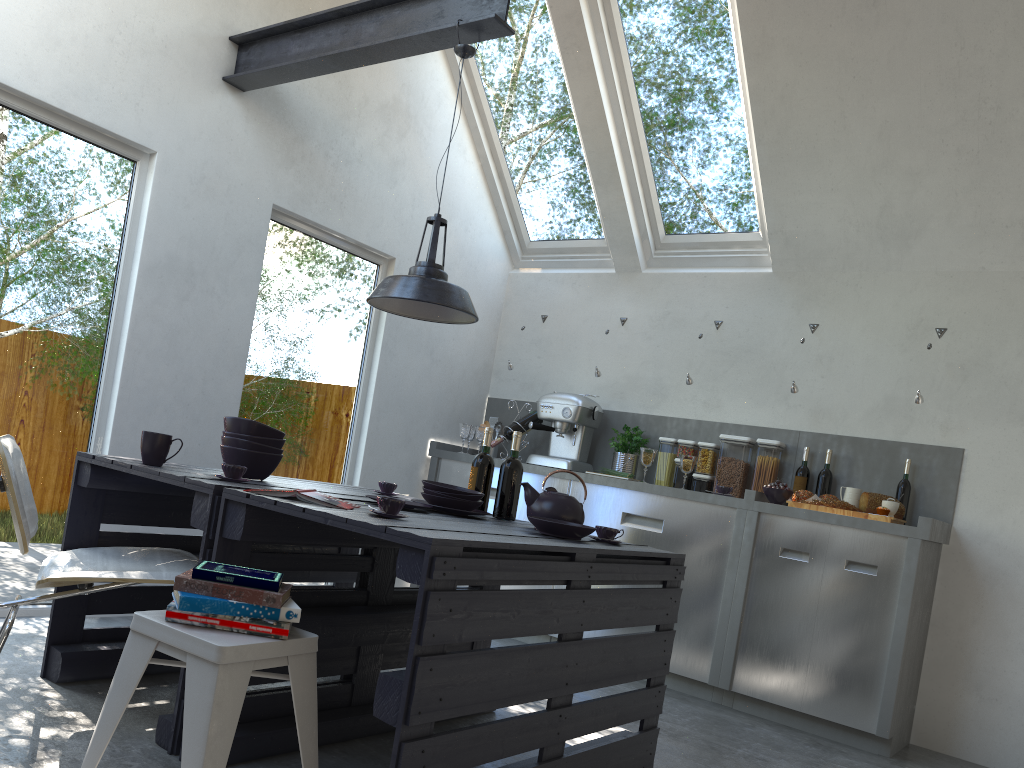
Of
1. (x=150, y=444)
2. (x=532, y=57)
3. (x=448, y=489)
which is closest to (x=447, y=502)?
(x=448, y=489)

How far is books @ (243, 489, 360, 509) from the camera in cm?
240

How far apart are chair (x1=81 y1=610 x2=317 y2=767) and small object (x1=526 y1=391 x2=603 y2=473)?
3.31m

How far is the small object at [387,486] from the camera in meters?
3.6 m

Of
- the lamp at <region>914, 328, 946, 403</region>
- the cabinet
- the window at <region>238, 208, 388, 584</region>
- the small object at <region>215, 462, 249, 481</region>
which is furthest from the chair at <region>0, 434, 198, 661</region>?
the lamp at <region>914, 328, 946, 403</region>

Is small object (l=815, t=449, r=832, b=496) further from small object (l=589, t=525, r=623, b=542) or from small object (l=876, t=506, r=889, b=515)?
small object (l=589, t=525, r=623, b=542)

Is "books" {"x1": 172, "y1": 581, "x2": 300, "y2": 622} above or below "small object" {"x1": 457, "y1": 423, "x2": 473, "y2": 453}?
below

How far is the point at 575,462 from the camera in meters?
5.3

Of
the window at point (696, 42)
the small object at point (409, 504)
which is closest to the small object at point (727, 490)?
the window at point (696, 42)

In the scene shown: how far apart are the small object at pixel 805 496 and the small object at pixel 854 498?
0.18m
